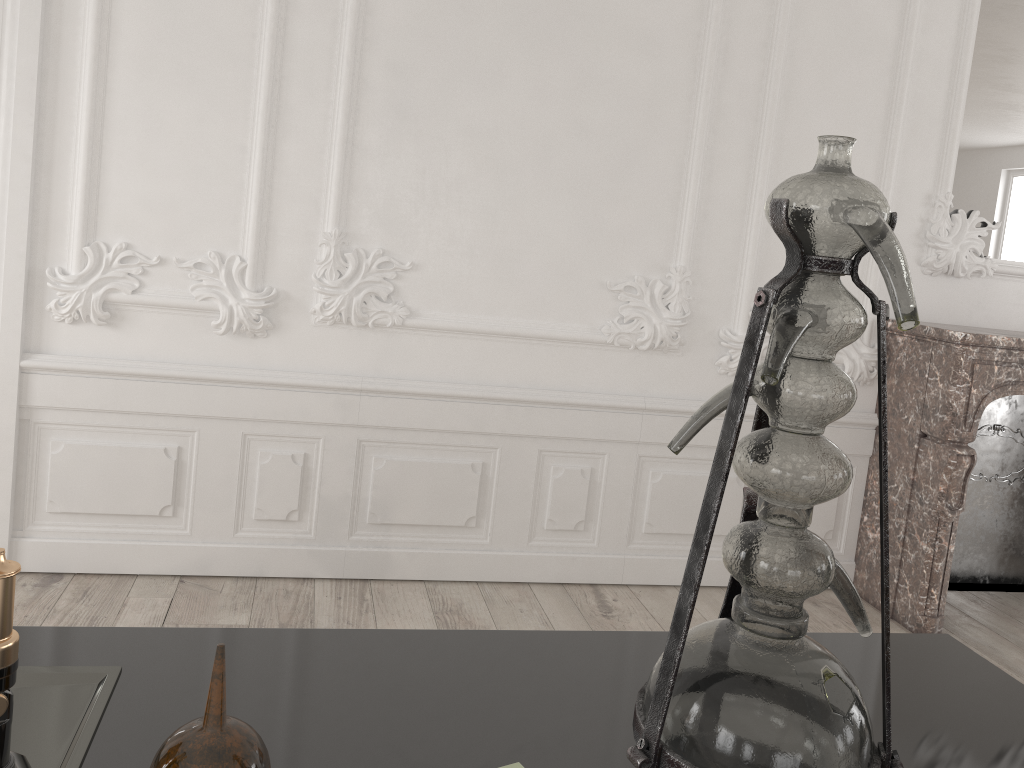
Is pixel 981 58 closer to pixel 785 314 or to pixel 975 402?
pixel 975 402

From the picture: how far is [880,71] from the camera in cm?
369

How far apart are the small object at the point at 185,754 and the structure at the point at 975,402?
3.3m

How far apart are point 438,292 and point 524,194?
0.51m

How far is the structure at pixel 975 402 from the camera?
3.5 meters

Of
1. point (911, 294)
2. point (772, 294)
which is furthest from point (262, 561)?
point (911, 294)

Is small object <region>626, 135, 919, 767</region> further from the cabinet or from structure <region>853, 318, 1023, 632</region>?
structure <region>853, 318, 1023, 632</region>

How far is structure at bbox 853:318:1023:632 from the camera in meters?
3.5 m

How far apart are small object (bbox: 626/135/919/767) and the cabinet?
0.1 meters

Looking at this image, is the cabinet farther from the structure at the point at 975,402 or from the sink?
the structure at the point at 975,402
